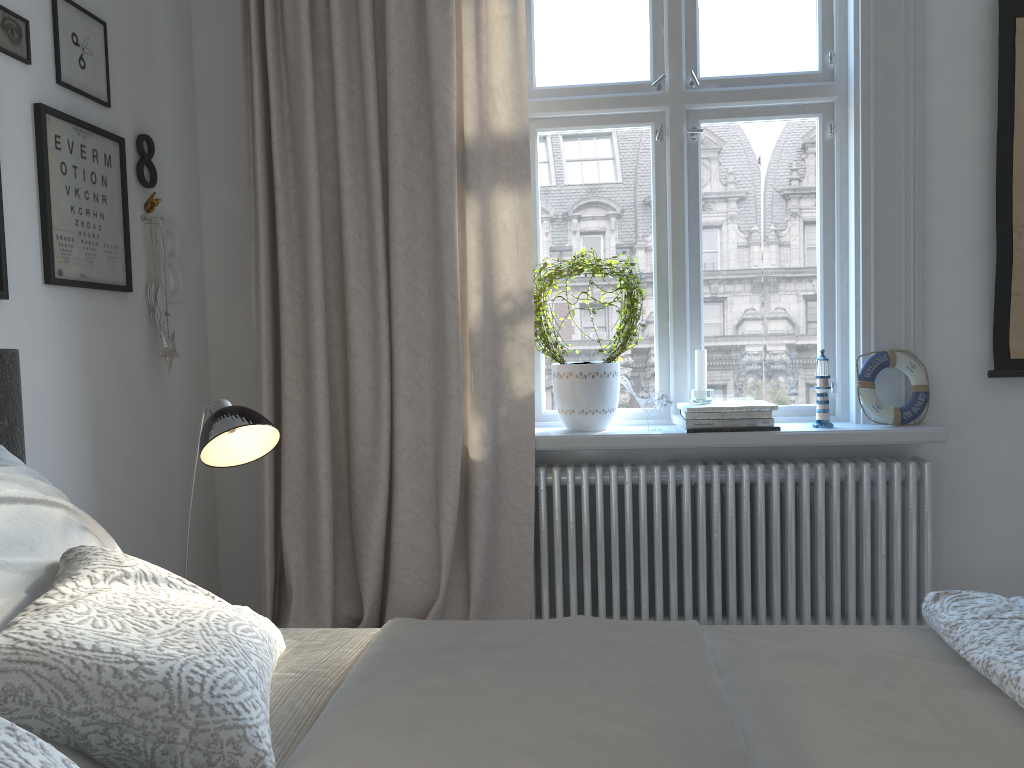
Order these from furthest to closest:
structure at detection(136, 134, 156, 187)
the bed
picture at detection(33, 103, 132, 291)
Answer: structure at detection(136, 134, 156, 187) → picture at detection(33, 103, 132, 291) → the bed

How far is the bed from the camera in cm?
94

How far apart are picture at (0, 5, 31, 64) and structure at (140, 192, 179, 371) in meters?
0.6 m

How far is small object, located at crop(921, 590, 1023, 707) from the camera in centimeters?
115cm

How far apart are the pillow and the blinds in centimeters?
114cm

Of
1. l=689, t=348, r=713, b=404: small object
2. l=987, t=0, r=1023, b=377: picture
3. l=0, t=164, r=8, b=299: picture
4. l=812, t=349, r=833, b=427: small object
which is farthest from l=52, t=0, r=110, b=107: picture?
l=987, t=0, r=1023, b=377: picture

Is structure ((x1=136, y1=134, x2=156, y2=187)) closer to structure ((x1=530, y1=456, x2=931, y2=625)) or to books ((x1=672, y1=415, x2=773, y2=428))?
structure ((x1=530, y1=456, x2=931, y2=625))

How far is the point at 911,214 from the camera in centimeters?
266cm

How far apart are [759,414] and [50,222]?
1.9 meters

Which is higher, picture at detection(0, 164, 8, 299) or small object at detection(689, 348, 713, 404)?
picture at detection(0, 164, 8, 299)
